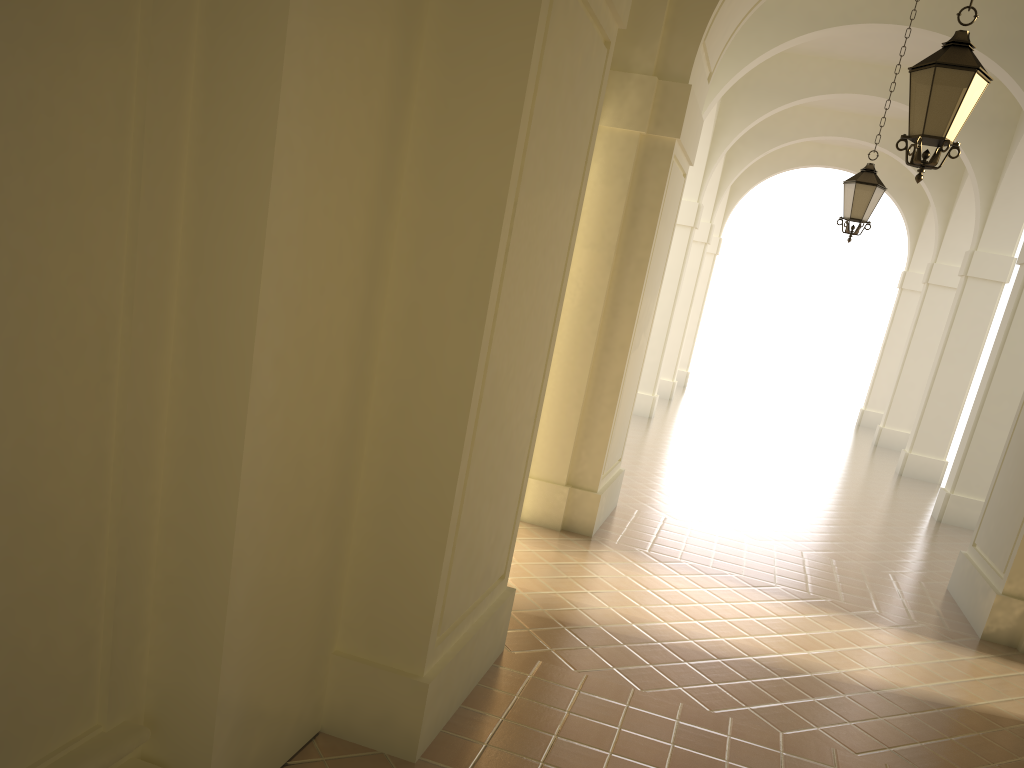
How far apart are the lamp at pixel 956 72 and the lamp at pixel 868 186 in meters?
4.8 m

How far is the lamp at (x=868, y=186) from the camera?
10.42m

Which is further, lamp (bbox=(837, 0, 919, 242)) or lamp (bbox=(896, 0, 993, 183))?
lamp (bbox=(837, 0, 919, 242))

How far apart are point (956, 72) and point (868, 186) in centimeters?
507cm

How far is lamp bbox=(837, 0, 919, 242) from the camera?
10.4m

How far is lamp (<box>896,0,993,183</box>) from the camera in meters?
5.6 m

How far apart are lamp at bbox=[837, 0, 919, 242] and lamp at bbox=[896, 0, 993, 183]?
4.75m

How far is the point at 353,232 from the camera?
3.4m

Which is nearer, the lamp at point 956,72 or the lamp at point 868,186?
the lamp at point 956,72
